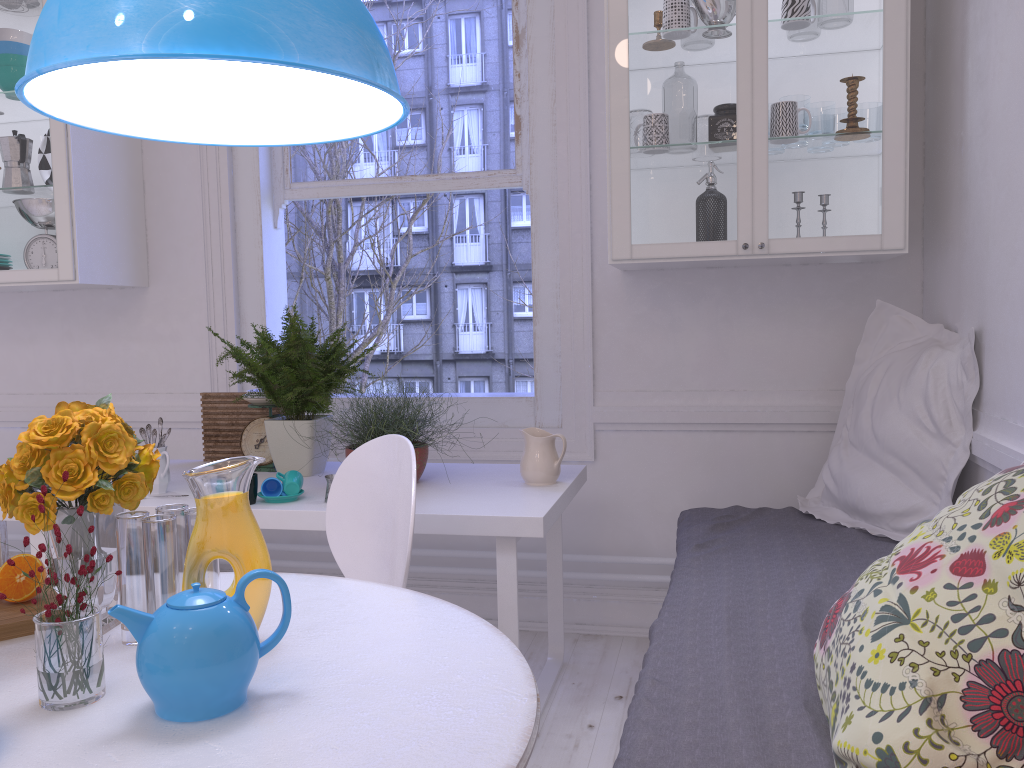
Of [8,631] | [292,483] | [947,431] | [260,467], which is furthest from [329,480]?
[947,431]

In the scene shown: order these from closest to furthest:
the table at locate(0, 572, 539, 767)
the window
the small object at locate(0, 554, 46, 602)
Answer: the table at locate(0, 572, 539, 767) → the small object at locate(0, 554, 46, 602) → the window

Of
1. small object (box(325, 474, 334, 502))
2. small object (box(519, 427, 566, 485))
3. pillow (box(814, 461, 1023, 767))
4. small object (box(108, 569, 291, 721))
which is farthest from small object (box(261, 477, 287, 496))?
pillow (box(814, 461, 1023, 767))

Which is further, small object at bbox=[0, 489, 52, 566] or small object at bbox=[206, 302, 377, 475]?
small object at bbox=[0, 489, 52, 566]

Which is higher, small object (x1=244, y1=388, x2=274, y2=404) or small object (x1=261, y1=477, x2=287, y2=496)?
small object (x1=244, y1=388, x2=274, y2=404)

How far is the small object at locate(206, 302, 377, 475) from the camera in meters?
2.6 m

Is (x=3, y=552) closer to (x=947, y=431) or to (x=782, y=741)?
(x=782, y=741)

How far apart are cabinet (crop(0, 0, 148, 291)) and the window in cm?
37

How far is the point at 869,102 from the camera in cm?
241

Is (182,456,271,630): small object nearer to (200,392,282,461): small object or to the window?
(200,392,282,461): small object
